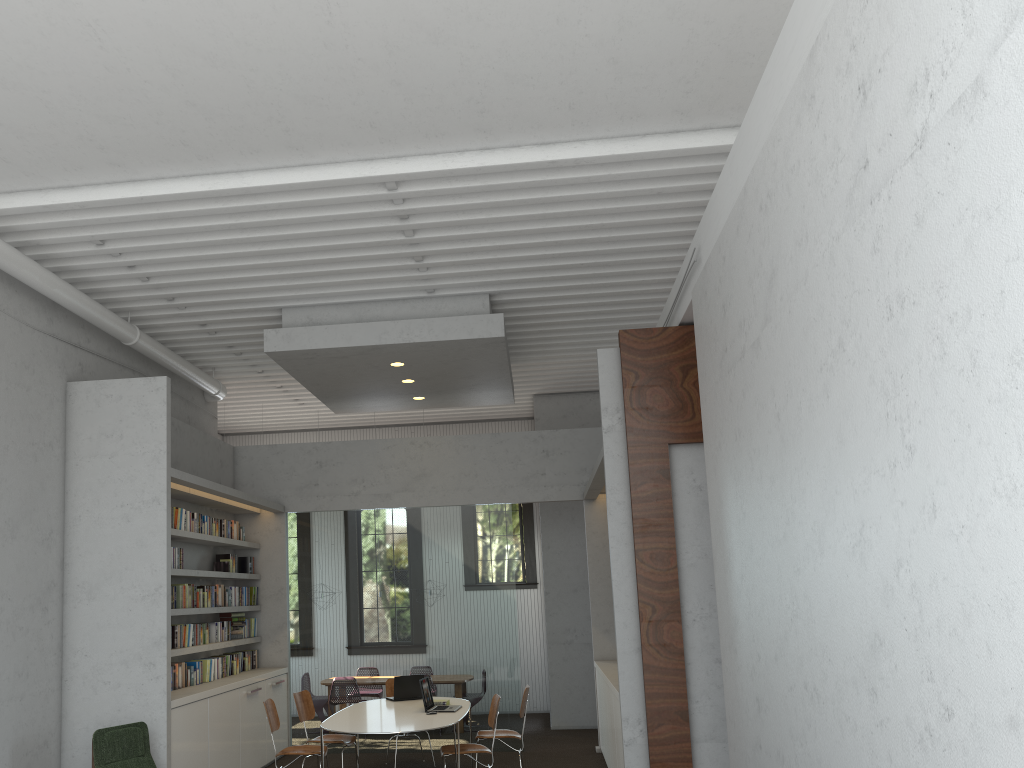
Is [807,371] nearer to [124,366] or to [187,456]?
[124,366]
